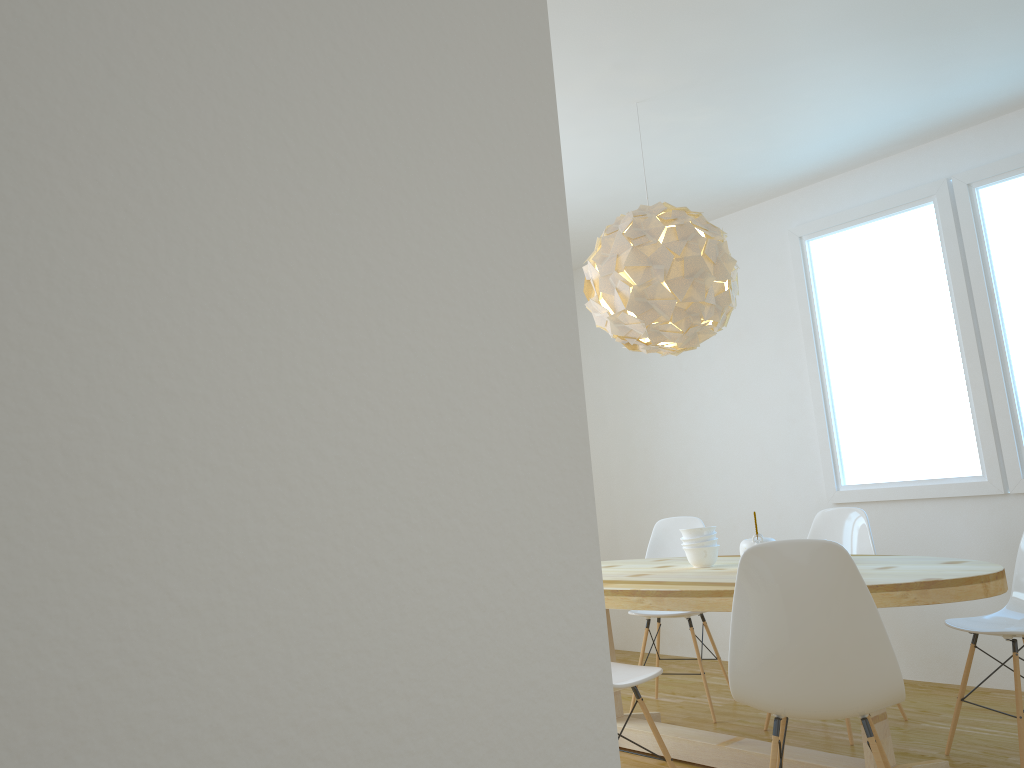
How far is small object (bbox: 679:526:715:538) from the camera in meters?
3.6 m

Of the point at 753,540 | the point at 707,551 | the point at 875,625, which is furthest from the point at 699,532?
the point at 875,625

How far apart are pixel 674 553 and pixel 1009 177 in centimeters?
246cm

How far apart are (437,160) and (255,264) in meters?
0.1

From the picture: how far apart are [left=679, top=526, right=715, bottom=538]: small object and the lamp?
0.7m

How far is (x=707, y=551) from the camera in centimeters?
361cm

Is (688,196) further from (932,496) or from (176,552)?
(176,552)

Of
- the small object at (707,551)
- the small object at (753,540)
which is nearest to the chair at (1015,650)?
the small object at (753,540)

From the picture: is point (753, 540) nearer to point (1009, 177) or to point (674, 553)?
point (674, 553)

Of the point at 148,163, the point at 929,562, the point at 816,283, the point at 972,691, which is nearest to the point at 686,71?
the point at 816,283
